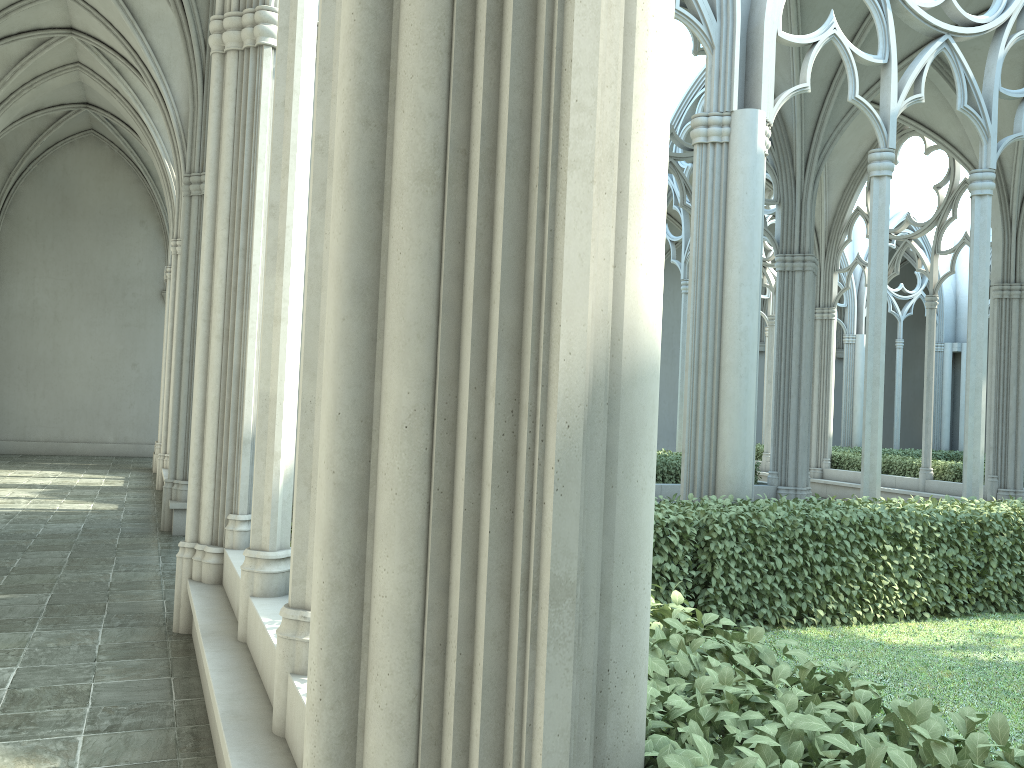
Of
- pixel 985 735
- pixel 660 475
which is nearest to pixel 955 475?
pixel 660 475

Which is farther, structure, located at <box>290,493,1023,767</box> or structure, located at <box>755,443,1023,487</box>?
structure, located at <box>755,443,1023,487</box>

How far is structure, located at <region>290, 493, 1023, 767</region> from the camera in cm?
179

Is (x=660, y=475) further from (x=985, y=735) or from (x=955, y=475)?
(x=985, y=735)

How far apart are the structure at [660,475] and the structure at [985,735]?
5.3 meters

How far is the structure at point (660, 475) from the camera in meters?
13.0 m

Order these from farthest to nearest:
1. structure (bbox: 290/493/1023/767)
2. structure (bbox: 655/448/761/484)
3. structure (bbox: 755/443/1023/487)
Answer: structure (bbox: 755/443/1023/487) < structure (bbox: 655/448/761/484) < structure (bbox: 290/493/1023/767)

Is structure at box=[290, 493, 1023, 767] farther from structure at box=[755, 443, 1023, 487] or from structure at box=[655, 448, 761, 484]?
structure at box=[755, 443, 1023, 487]

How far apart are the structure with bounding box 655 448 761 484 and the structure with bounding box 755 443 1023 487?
5.4m

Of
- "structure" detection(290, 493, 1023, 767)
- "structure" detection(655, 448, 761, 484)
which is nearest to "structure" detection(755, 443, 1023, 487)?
"structure" detection(655, 448, 761, 484)
